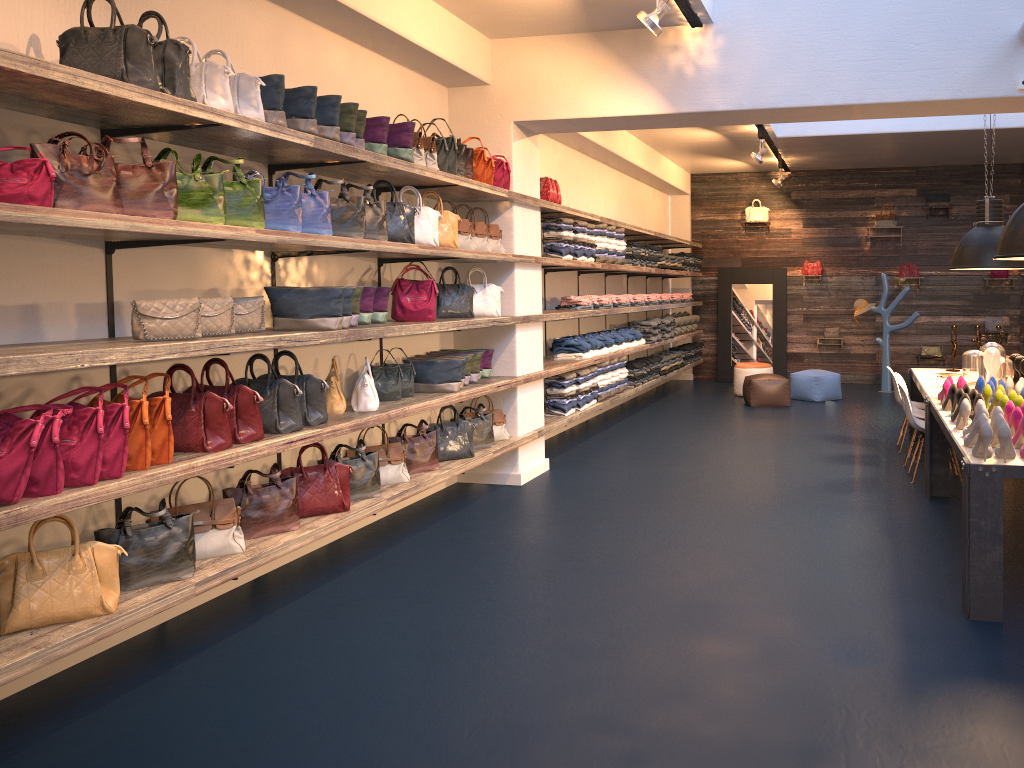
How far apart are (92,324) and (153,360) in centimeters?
70cm

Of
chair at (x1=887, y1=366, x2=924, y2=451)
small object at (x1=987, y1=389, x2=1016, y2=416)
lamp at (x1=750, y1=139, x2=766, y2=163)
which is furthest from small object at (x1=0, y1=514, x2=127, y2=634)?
lamp at (x1=750, y1=139, x2=766, y2=163)

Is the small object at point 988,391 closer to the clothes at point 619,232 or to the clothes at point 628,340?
the clothes at point 619,232

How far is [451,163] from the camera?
5.9m

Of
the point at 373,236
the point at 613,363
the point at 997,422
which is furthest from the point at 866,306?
the point at 373,236

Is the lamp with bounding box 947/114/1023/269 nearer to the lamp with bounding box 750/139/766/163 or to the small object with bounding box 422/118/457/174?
the lamp with bounding box 750/139/766/163

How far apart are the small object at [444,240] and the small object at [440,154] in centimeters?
32cm

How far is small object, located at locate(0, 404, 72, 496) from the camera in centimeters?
315cm

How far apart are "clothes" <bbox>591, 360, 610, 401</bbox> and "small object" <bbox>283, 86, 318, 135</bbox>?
5.13m

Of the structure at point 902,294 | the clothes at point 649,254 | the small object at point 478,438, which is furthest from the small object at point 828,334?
the small object at point 478,438
